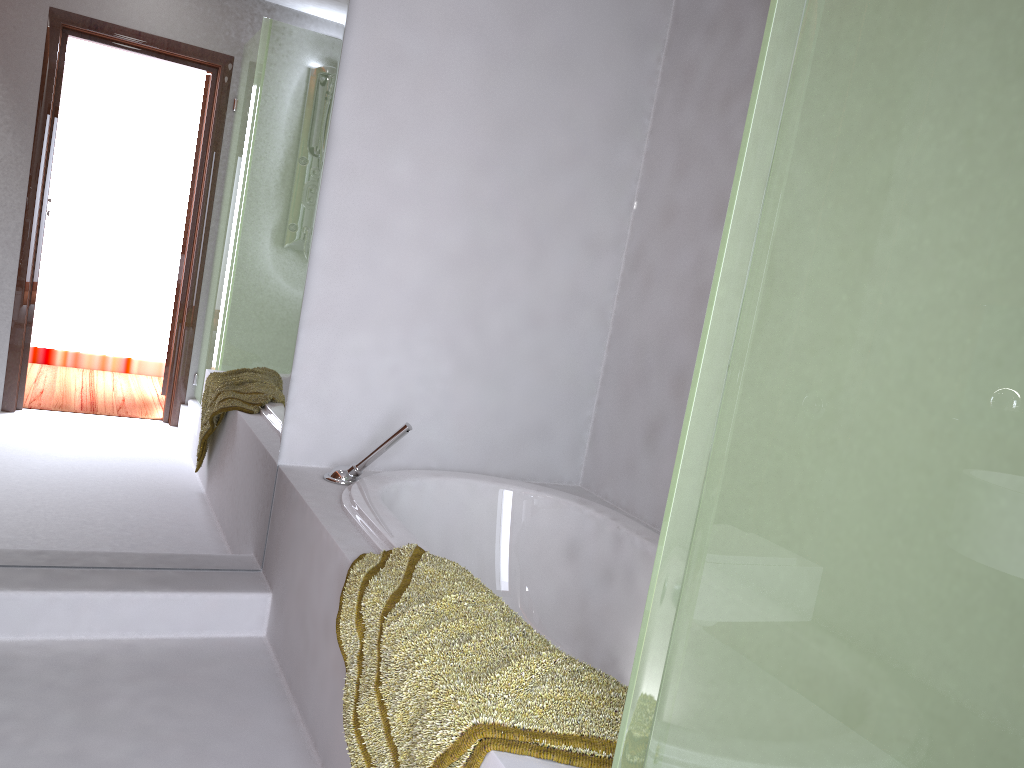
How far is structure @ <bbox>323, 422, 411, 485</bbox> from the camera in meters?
2.5

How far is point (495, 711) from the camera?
1.3m

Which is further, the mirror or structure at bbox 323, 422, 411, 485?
structure at bbox 323, 422, 411, 485

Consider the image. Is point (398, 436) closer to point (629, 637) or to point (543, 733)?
point (629, 637)

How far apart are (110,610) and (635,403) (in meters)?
1.63

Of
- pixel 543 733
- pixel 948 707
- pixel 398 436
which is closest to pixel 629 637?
pixel 398 436

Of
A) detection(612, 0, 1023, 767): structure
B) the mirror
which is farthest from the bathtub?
detection(612, 0, 1023, 767): structure

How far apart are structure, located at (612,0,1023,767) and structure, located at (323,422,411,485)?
1.54m

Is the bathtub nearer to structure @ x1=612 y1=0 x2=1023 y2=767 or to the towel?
the towel

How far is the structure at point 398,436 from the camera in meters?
2.5 m
